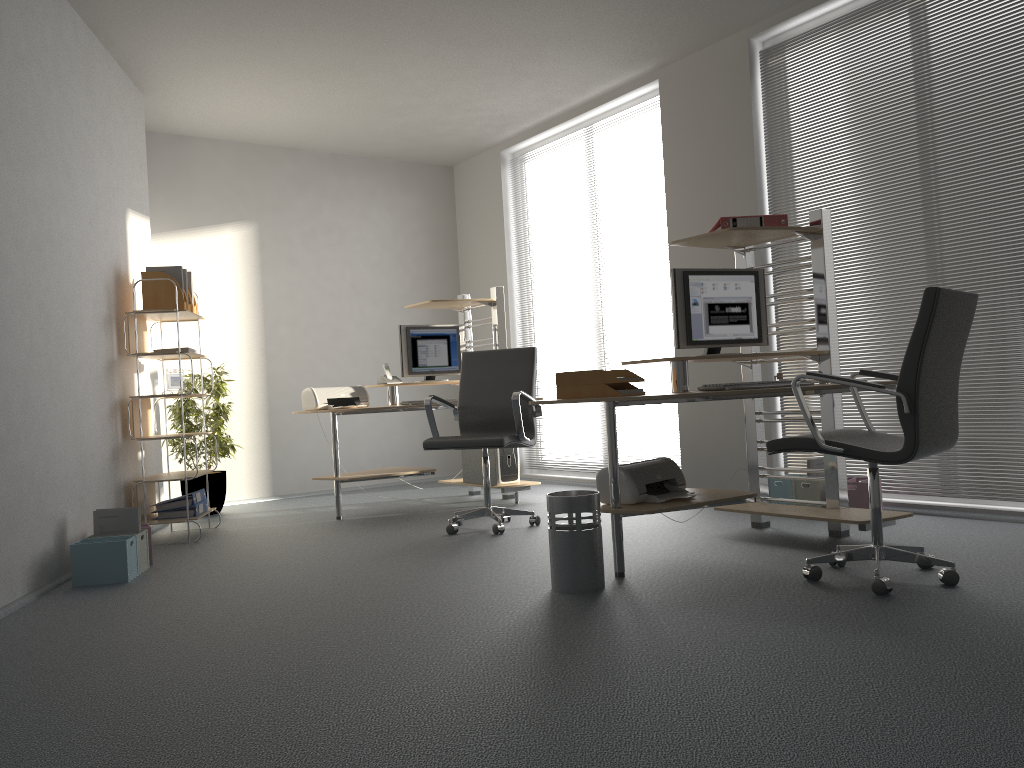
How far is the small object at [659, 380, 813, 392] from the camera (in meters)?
3.58

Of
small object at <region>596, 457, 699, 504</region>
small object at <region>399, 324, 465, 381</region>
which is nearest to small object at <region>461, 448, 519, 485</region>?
small object at <region>399, 324, 465, 381</region>

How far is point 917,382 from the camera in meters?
3.0

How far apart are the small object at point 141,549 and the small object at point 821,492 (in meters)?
3.49

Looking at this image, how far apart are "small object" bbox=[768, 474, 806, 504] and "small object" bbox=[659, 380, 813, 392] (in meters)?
1.53

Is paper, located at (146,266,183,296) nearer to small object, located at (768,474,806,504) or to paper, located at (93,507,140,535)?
paper, located at (93,507,140,535)

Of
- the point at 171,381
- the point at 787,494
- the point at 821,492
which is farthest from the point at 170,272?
the point at 821,492

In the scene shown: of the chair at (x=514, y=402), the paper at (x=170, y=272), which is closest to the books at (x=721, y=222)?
the chair at (x=514, y=402)

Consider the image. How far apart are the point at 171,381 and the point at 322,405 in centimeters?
98cm

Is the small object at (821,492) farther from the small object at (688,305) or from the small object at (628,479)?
the small object at (628,479)
